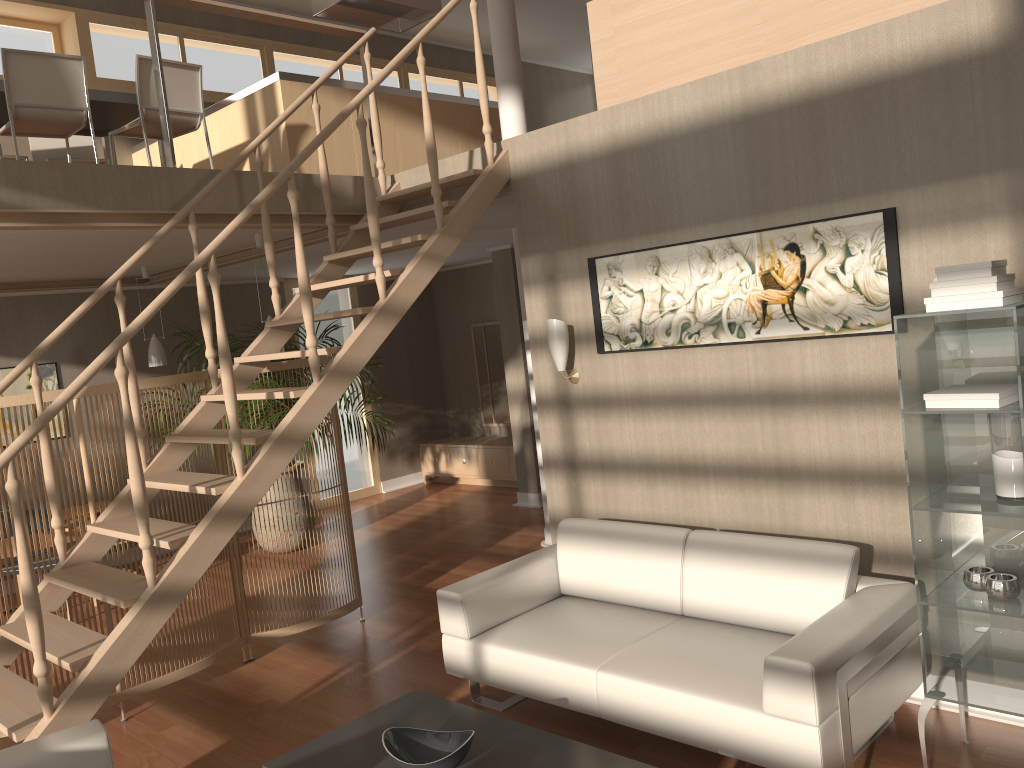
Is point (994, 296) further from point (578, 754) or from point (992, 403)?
point (578, 754)

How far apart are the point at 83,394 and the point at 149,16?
2.0m

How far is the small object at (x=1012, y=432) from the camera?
2.82m

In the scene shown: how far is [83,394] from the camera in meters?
4.2

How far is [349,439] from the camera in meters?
7.8 m

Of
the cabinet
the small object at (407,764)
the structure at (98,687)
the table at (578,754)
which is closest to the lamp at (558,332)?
the structure at (98,687)

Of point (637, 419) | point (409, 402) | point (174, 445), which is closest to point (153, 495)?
point (174, 445)

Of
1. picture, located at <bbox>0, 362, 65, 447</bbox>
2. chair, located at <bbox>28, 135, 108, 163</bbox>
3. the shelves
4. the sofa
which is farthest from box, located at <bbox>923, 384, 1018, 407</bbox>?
picture, located at <bbox>0, 362, 65, 447</bbox>

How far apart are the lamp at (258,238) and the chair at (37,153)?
1.4m

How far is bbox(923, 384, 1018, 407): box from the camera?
2.76m
